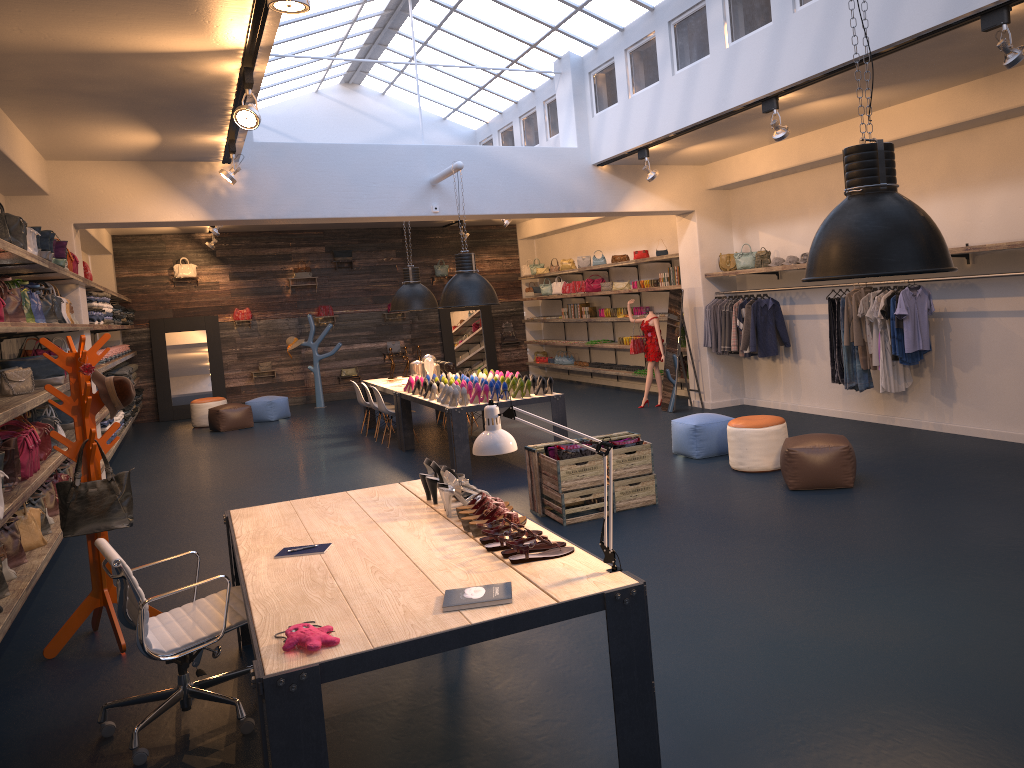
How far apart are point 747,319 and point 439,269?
Answer: 9.3m

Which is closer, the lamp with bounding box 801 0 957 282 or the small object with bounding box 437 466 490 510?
the lamp with bounding box 801 0 957 282

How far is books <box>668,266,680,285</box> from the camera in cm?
1316

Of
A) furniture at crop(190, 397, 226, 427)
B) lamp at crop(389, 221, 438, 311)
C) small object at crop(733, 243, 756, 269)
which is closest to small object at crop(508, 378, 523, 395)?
lamp at crop(389, 221, 438, 311)

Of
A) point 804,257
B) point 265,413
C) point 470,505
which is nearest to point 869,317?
point 804,257

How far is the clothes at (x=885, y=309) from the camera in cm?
870

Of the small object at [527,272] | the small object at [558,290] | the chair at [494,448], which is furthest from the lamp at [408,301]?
the chair at [494,448]

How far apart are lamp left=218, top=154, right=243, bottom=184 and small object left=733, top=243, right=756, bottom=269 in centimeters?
638cm

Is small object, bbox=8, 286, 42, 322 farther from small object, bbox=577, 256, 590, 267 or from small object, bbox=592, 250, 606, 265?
small object, bbox=577, 256, 590, 267

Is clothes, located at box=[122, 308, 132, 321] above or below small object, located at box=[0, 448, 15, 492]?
above
